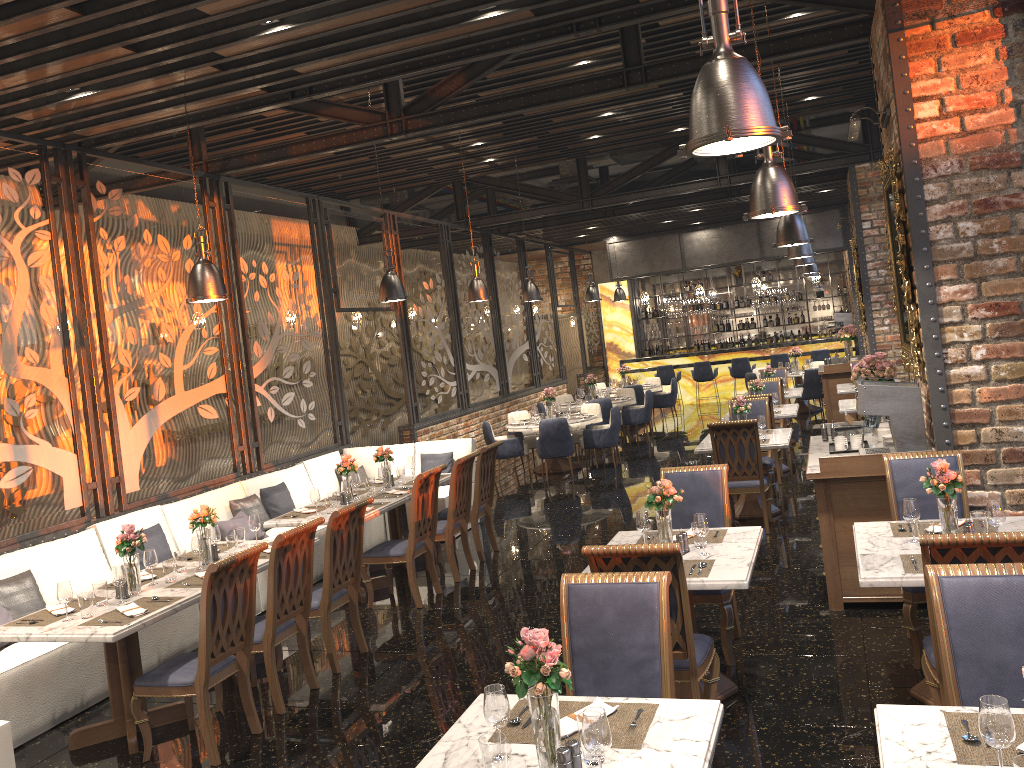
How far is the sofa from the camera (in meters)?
5.23

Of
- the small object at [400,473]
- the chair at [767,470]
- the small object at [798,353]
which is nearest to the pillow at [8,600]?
the small object at [400,473]

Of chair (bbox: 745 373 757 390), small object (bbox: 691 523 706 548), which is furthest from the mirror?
chair (bbox: 745 373 757 390)

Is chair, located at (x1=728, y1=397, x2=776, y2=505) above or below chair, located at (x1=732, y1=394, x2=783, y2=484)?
above

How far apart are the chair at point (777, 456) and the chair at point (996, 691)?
7.2m

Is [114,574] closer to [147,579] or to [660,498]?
[147,579]

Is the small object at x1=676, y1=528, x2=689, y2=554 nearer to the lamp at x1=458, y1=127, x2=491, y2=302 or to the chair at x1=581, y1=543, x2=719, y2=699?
the chair at x1=581, y1=543, x2=719, y2=699

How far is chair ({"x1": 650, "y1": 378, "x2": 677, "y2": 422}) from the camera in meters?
17.4

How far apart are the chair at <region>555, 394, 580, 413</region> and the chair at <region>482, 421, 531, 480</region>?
3.29m

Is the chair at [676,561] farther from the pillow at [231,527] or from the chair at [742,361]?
the chair at [742,361]
